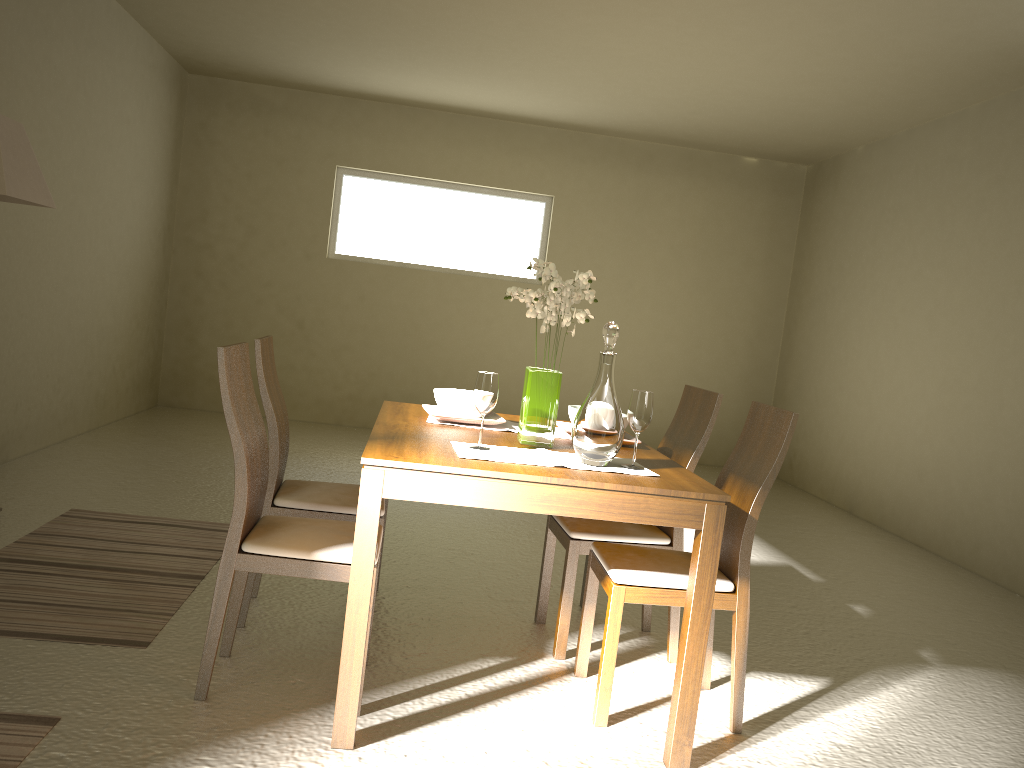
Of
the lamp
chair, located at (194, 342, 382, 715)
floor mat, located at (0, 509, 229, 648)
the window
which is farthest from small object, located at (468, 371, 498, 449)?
the window

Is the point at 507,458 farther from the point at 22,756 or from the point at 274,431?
the point at 22,756

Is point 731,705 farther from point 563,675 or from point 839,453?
point 839,453

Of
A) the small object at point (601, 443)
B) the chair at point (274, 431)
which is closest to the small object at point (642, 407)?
the small object at point (601, 443)

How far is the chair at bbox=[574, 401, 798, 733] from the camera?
2.68m

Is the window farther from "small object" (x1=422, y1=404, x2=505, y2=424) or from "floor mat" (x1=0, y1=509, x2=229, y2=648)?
"small object" (x1=422, y1=404, x2=505, y2=424)

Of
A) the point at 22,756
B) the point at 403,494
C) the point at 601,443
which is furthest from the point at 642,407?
the point at 22,756

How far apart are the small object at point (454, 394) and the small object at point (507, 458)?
0.5m

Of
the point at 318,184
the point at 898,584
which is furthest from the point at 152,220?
the point at 898,584

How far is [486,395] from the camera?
2.64m
